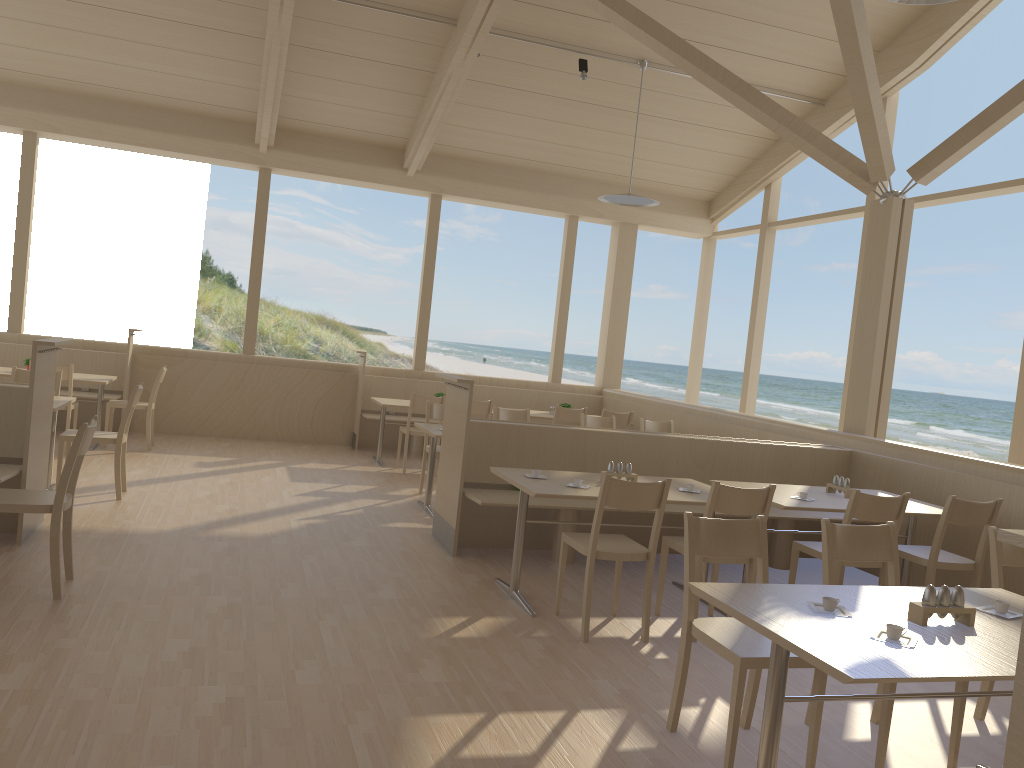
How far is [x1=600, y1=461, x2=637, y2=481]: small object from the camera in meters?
4.9 m

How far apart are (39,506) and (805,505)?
3.78m

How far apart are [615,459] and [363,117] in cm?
525

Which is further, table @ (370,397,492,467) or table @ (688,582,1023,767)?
table @ (370,397,492,467)

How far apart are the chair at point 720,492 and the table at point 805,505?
0.5m

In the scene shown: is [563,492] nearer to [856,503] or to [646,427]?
[856,503]

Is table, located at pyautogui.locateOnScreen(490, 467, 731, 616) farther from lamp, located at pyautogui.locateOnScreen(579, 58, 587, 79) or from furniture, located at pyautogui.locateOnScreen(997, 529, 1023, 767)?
lamp, located at pyautogui.locateOnScreen(579, 58, 587, 79)

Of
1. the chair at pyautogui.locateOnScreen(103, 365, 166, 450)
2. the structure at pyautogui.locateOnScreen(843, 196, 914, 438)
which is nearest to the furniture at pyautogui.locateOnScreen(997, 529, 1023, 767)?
the structure at pyautogui.locateOnScreen(843, 196, 914, 438)

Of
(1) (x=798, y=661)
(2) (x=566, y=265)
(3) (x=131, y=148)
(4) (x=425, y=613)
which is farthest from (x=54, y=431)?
(2) (x=566, y=265)

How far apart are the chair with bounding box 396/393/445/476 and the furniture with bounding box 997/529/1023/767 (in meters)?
6.99
